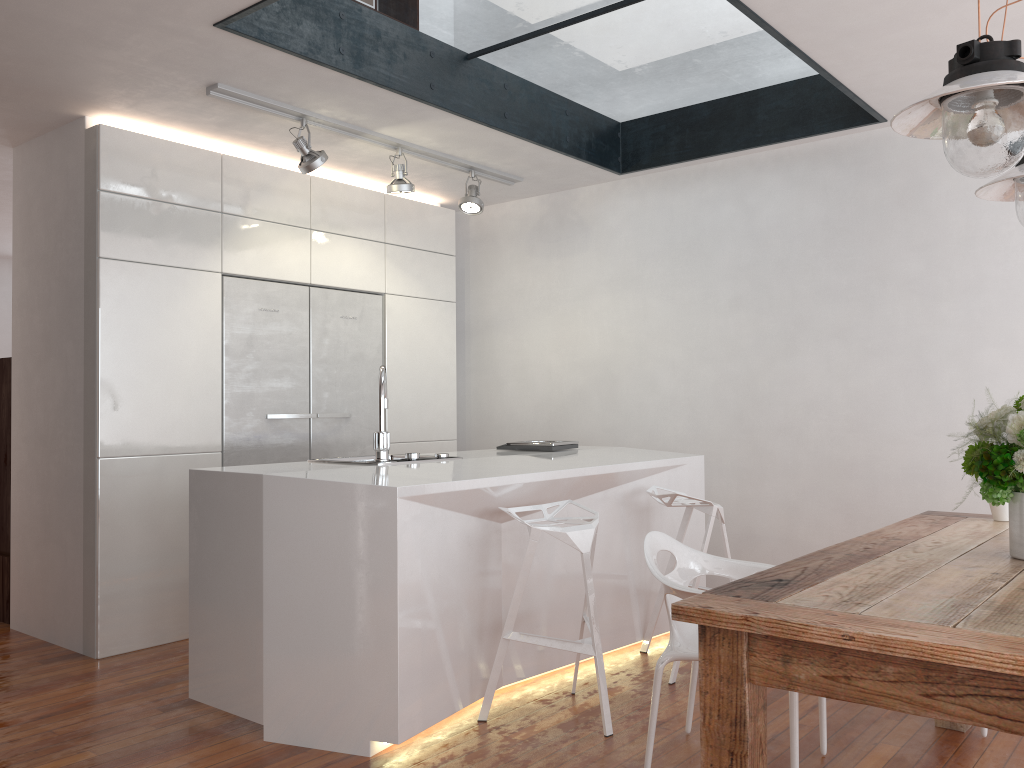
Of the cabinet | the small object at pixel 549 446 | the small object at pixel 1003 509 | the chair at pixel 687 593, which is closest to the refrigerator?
the cabinet

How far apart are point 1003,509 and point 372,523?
2.07m

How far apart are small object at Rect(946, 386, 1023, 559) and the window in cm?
220

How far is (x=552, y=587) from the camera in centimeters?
362cm

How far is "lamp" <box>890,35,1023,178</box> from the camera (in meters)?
1.81

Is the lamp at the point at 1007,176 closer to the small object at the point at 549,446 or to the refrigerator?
the small object at the point at 549,446

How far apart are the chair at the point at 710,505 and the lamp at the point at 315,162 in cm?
202

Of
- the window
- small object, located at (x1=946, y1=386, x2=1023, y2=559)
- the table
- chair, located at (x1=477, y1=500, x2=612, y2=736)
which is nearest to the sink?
chair, located at (x1=477, y1=500, x2=612, y2=736)

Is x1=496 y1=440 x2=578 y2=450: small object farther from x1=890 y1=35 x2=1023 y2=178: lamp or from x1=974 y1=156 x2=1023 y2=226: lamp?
x1=890 y1=35 x2=1023 y2=178: lamp

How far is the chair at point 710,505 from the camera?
3.69m
